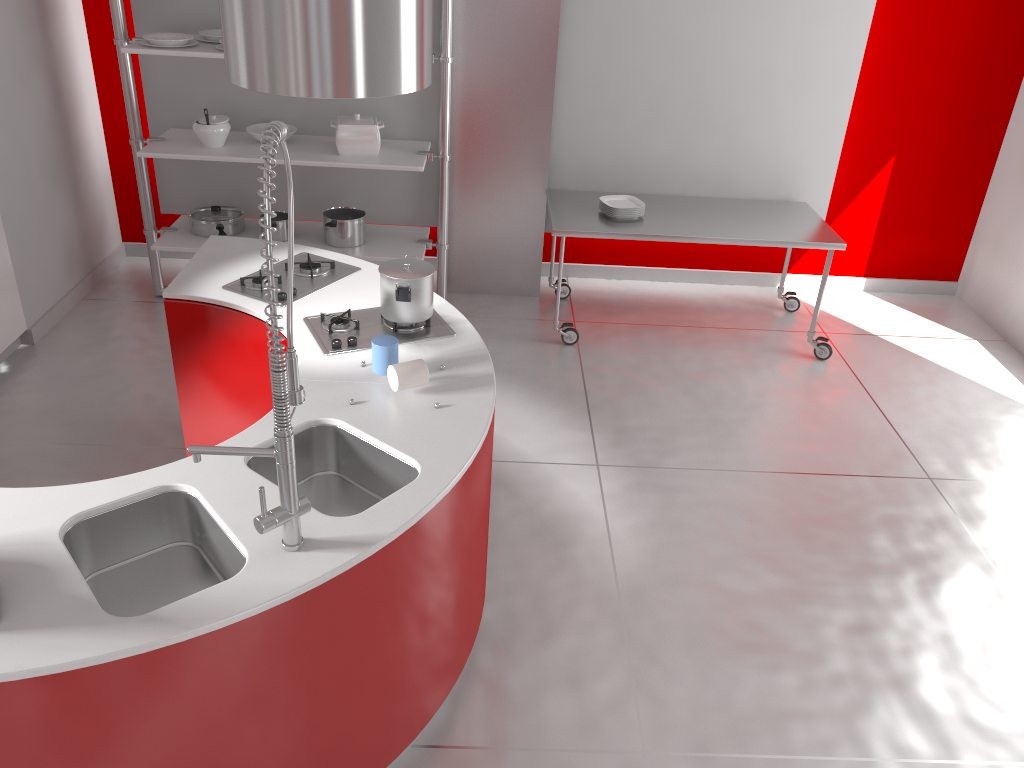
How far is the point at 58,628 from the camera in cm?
176

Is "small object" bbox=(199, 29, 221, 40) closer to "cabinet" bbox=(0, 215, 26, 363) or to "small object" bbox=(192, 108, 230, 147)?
"small object" bbox=(192, 108, 230, 147)

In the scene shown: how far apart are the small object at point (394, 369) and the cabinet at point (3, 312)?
2.8 meters

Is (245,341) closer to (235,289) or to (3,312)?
(235,289)

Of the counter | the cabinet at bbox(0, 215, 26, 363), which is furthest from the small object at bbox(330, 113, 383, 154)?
the cabinet at bbox(0, 215, 26, 363)

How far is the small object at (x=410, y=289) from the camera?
2.9m

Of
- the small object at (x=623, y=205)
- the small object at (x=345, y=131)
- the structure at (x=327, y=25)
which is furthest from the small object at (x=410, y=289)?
the small object at (x=623, y=205)

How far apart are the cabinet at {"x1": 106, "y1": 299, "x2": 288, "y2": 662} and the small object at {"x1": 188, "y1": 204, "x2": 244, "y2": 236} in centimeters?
176cm

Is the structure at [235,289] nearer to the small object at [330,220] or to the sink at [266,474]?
the sink at [266,474]

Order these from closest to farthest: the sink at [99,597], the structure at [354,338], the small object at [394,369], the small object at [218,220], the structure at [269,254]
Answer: the structure at [269,254] → the sink at [99,597] → the small object at [394,369] → the structure at [354,338] → the small object at [218,220]
